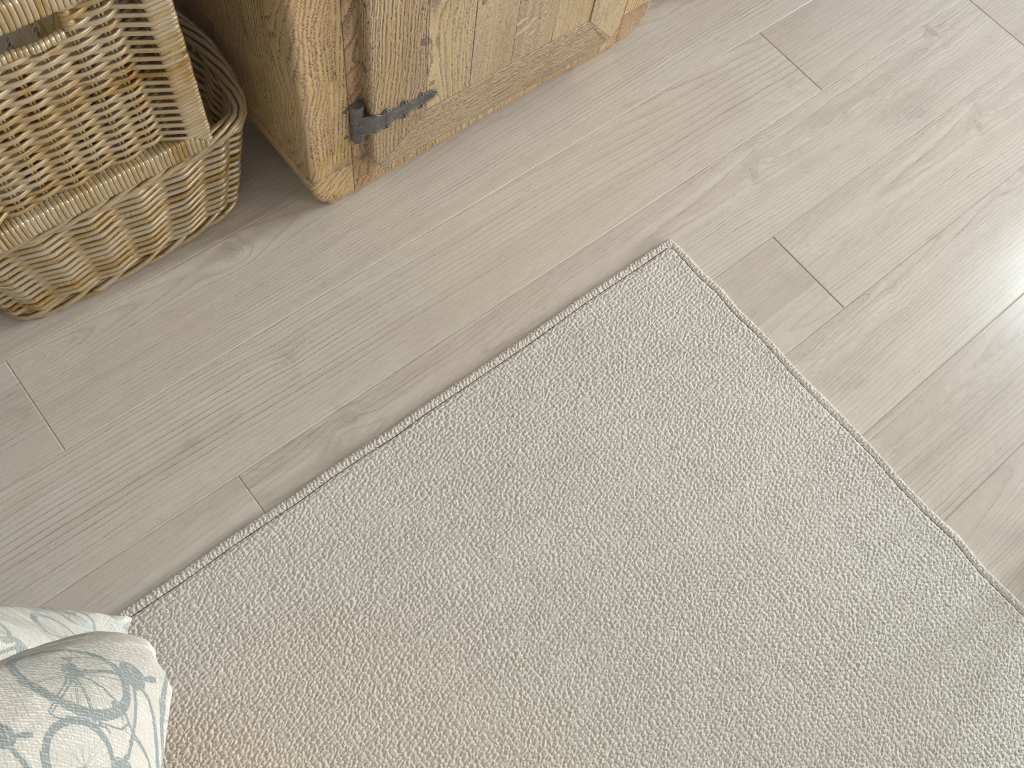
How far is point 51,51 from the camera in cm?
78

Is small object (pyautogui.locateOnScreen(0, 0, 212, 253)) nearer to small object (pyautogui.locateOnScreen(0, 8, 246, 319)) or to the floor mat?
small object (pyautogui.locateOnScreen(0, 8, 246, 319))

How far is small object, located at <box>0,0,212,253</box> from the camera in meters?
0.8

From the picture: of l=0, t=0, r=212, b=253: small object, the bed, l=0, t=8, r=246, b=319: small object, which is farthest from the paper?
the bed

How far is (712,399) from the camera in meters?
1.1 m

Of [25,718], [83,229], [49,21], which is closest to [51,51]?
[49,21]

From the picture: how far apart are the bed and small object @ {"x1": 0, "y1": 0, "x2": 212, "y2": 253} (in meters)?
0.38

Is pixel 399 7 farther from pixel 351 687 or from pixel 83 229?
pixel 351 687

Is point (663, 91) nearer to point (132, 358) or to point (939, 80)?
point (939, 80)

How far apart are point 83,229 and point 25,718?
0.7 meters
